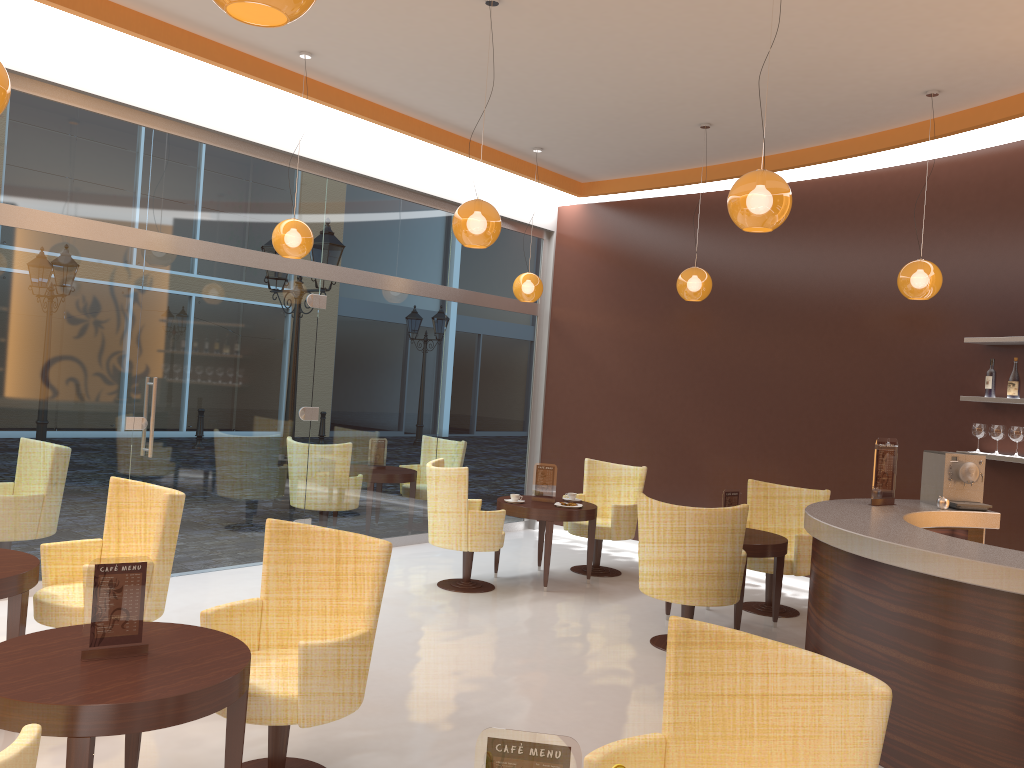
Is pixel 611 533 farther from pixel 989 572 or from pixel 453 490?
pixel 989 572

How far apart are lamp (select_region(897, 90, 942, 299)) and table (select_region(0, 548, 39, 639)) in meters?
5.7 m

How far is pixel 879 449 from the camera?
5.41m

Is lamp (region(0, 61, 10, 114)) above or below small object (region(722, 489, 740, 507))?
above

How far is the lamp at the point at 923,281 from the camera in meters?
6.3

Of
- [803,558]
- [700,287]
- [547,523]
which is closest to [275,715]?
[547,523]

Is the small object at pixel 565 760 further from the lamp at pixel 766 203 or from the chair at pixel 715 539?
the chair at pixel 715 539

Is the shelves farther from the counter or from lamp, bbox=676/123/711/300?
lamp, bbox=676/123/711/300

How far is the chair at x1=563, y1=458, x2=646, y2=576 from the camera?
7.95m

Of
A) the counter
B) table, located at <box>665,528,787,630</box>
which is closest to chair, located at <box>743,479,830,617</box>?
table, located at <box>665,528,787,630</box>
